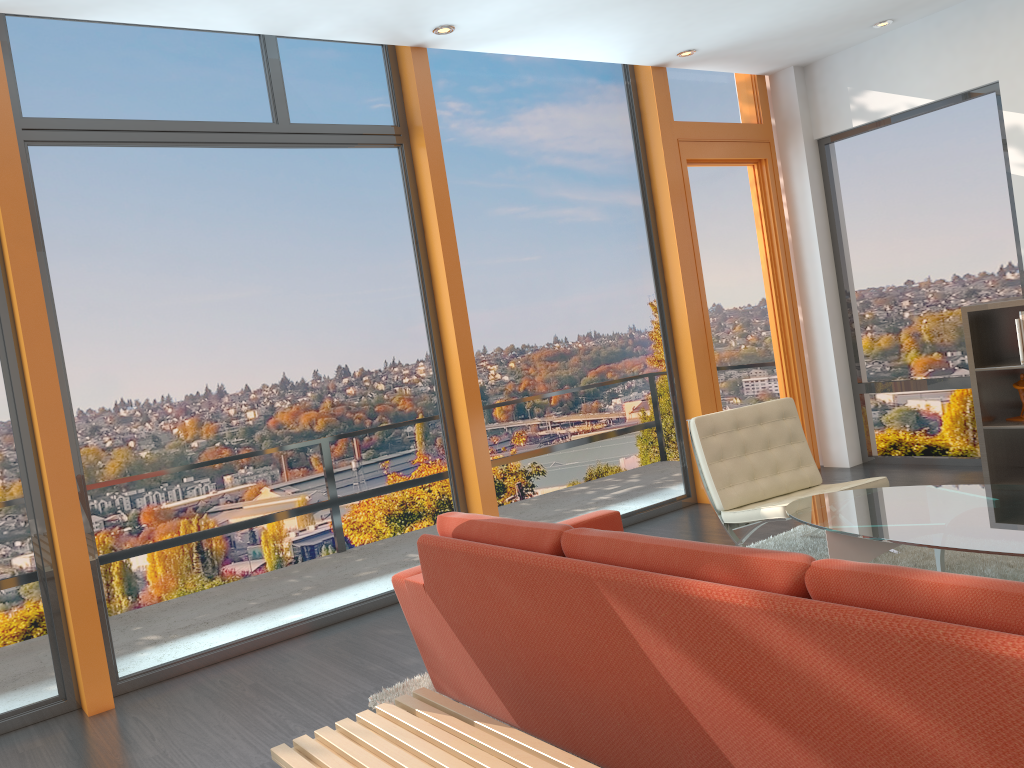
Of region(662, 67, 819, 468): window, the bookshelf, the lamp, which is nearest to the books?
the bookshelf

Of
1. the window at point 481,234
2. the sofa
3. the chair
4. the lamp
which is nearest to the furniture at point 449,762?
the sofa

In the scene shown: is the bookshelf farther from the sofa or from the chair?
the sofa

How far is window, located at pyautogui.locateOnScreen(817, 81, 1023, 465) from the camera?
6.0m

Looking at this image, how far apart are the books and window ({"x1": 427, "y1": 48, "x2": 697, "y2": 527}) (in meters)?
2.19

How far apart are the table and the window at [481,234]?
2.1m

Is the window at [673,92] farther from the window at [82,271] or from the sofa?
the sofa

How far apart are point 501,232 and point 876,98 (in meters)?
3.04

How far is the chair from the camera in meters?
4.6 m

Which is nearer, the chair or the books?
the chair
